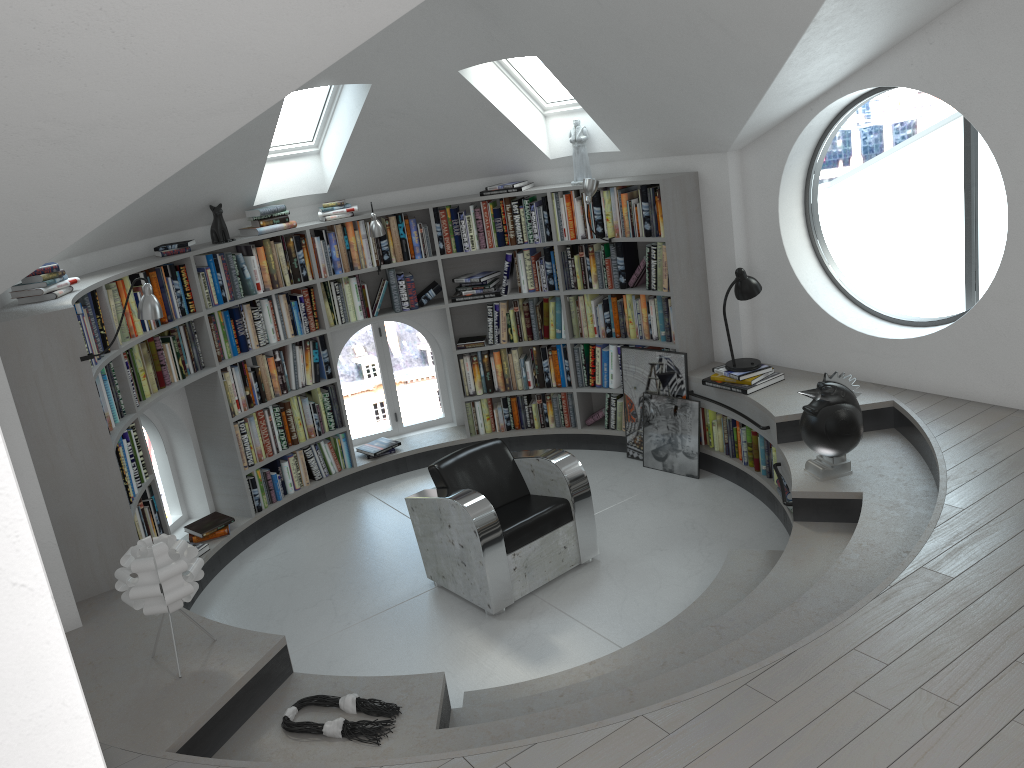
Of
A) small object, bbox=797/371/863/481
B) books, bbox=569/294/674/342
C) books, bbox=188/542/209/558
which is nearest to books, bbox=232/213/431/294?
books, bbox=569/294/674/342

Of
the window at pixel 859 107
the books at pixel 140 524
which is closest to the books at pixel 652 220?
the window at pixel 859 107

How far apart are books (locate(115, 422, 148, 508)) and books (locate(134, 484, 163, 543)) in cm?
11

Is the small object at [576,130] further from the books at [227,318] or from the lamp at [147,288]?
the lamp at [147,288]

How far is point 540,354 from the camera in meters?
6.9

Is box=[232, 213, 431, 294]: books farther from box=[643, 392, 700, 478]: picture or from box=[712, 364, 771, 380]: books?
box=[712, 364, 771, 380]: books

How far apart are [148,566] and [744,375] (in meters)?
3.76

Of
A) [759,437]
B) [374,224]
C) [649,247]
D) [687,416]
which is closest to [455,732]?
[759,437]

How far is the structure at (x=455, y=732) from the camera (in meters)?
3.20

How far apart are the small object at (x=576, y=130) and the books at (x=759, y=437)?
1.9m
